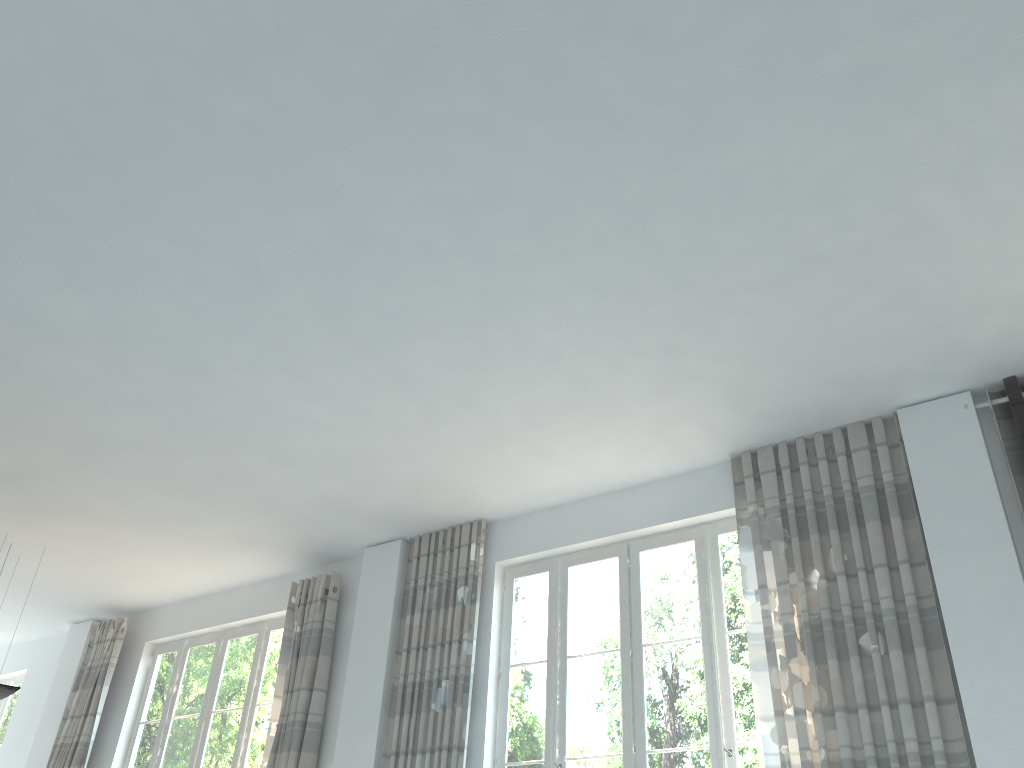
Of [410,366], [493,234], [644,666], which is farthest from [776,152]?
[644,666]

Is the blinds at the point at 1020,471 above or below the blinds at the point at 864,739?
above

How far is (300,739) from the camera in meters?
6.2

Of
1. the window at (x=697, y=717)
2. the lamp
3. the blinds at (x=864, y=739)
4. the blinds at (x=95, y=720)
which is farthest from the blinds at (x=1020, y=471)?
the blinds at (x=95, y=720)

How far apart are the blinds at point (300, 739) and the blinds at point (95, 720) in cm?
218

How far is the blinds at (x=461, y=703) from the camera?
5.63m

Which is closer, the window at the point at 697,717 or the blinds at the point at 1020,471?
the blinds at the point at 1020,471

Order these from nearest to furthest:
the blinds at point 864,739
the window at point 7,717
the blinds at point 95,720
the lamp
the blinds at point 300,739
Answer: the blinds at point 864,739 → the blinds at point 300,739 → the lamp → the blinds at point 95,720 → the window at point 7,717

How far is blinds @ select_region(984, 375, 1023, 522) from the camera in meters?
4.4

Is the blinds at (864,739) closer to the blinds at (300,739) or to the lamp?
the blinds at (300,739)
